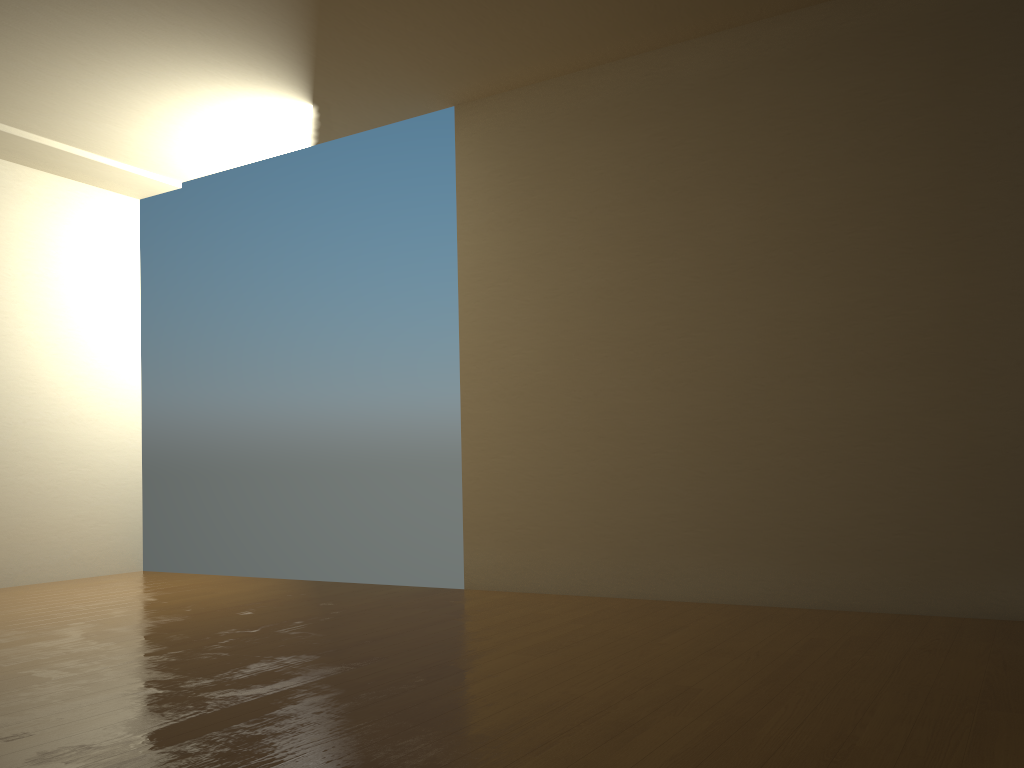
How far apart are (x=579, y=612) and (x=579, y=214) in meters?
2.1

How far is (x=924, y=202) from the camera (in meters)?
3.88
